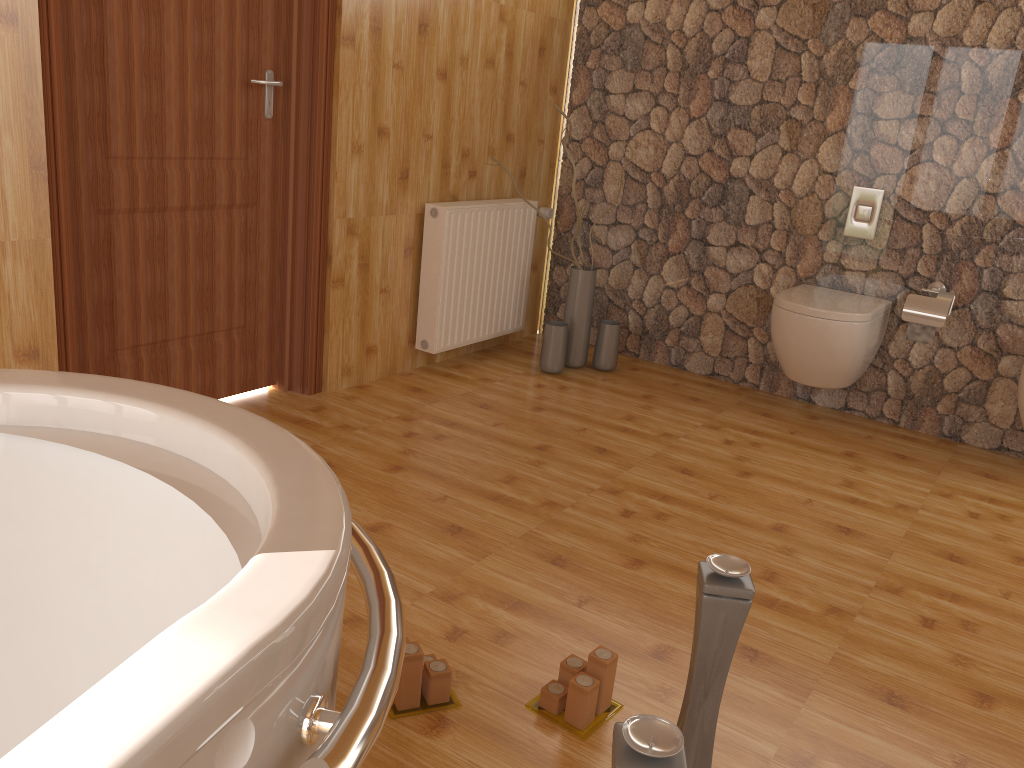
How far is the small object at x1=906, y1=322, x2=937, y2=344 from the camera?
3.4m

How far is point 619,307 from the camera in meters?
4.3 m

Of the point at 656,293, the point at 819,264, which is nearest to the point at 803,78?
the point at 819,264

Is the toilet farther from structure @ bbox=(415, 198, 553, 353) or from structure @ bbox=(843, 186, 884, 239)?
structure @ bbox=(415, 198, 553, 353)

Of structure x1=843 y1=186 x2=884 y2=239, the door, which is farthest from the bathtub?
structure x1=843 y1=186 x2=884 y2=239

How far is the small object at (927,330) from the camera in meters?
3.4 m

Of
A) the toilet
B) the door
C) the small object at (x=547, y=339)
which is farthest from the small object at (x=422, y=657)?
the small object at (x=547, y=339)

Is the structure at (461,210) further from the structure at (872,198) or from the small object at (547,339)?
the structure at (872,198)

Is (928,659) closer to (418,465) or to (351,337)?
(418,465)

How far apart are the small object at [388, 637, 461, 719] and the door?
1.5m
